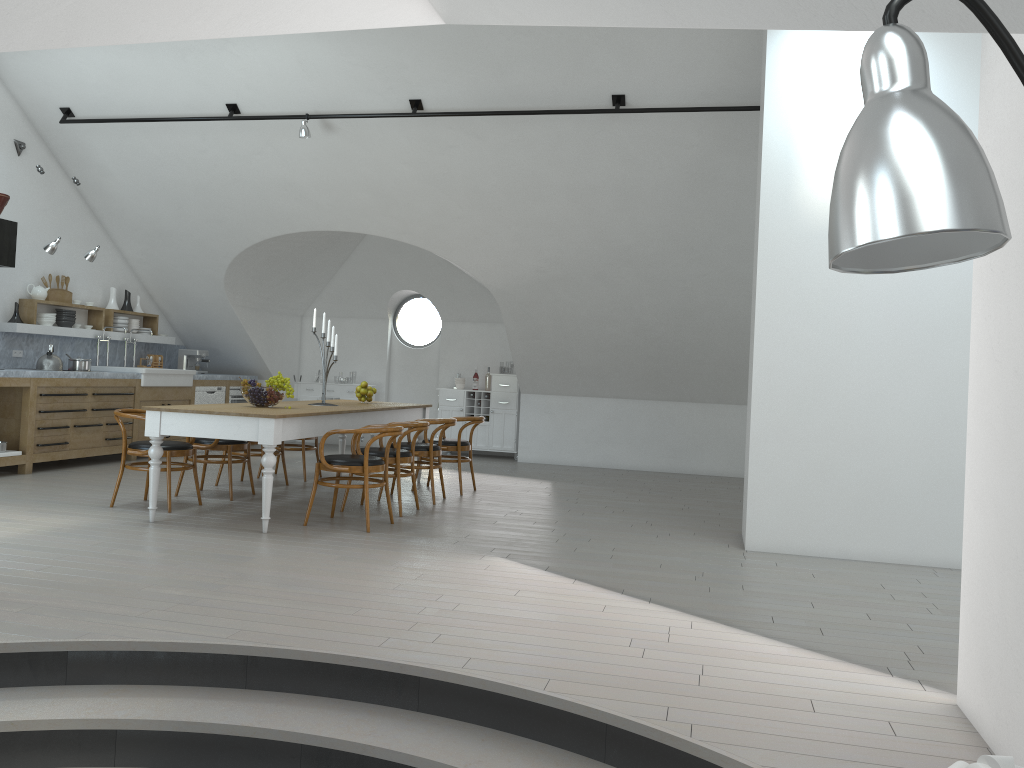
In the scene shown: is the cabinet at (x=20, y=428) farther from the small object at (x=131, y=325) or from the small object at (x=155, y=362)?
the small object at (x=131, y=325)

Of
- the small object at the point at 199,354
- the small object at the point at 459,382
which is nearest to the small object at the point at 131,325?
the small object at the point at 199,354

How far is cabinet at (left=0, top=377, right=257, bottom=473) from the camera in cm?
826

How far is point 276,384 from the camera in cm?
676

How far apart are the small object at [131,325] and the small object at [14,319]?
1.8 meters

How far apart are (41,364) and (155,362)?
2.49m

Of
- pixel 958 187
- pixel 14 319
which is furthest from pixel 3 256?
pixel 958 187

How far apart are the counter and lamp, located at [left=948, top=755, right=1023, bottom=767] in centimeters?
835cm

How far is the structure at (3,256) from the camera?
8.1m

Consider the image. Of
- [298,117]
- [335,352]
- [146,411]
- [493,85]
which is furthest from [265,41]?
[146,411]
